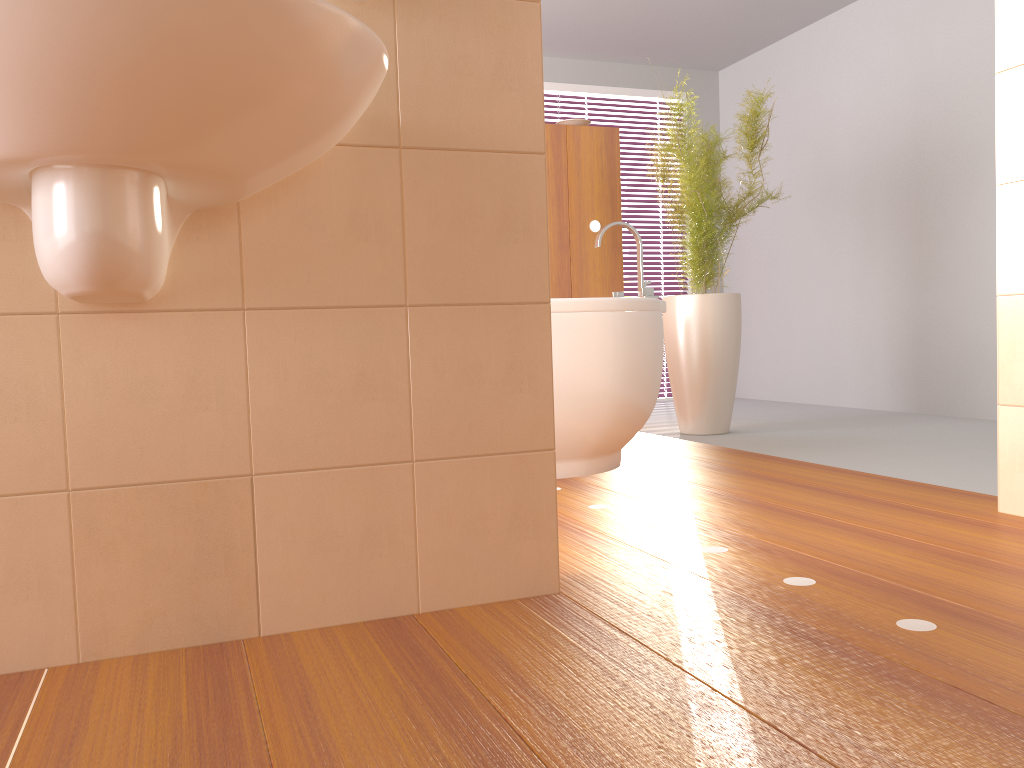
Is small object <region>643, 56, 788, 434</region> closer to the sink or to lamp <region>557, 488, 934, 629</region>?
lamp <region>557, 488, 934, 629</region>

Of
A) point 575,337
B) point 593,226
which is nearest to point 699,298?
point 593,226

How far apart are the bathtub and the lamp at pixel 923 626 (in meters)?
1.28

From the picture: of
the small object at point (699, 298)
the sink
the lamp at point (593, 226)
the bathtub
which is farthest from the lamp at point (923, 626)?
the lamp at point (593, 226)

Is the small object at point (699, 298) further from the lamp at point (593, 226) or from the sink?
the sink

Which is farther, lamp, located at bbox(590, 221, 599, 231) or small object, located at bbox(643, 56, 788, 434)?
lamp, located at bbox(590, 221, 599, 231)

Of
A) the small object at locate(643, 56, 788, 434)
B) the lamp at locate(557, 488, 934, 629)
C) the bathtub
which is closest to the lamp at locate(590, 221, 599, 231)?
the small object at locate(643, 56, 788, 434)

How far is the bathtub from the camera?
2.8 meters

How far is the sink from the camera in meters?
0.9 m

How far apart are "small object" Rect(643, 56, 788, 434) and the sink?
2.5 meters
